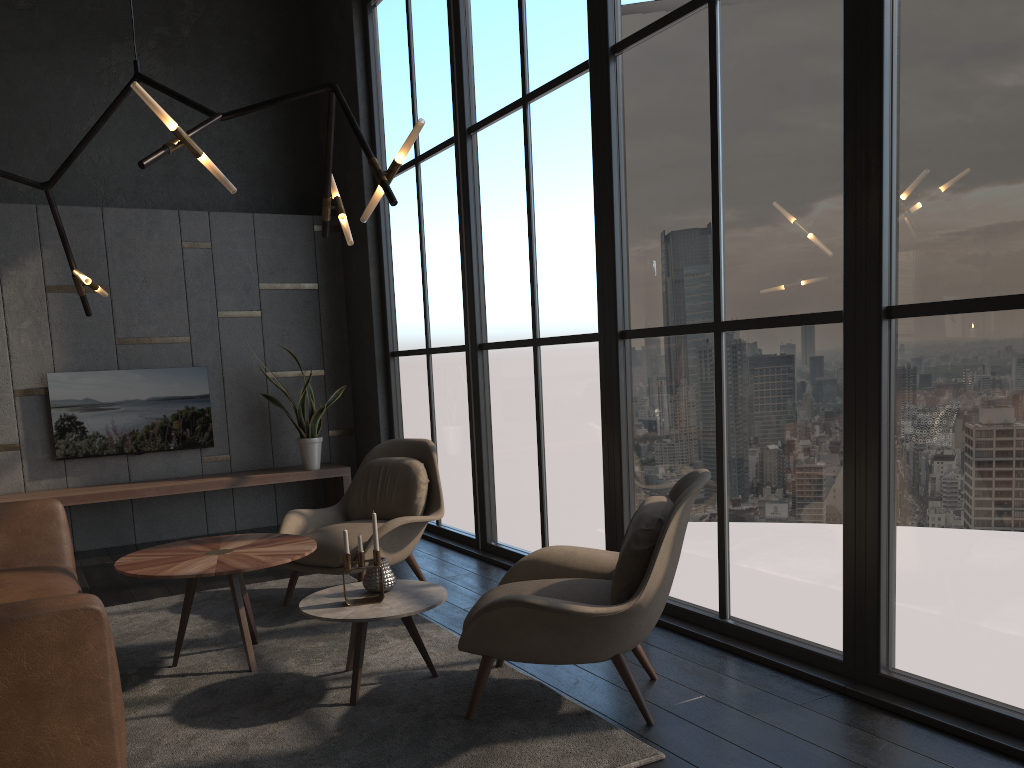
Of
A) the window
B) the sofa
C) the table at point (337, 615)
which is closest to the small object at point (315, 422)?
the window

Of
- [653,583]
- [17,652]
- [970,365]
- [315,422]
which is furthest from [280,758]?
[315,422]

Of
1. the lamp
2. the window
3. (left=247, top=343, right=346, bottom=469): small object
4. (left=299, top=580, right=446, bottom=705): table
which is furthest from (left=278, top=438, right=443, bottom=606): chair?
(left=247, top=343, right=346, bottom=469): small object

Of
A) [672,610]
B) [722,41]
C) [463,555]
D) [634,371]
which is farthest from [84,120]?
[672,610]

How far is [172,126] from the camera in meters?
3.1 m

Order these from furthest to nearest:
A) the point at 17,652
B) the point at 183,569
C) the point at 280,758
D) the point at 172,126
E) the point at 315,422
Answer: the point at 315,422 < the point at 183,569 < the point at 172,126 < the point at 280,758 < the point at 17,652

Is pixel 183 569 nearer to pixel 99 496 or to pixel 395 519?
pixel 395 519

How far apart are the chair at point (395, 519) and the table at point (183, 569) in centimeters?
39cm

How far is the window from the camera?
2.77m

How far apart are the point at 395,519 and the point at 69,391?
3.36m
